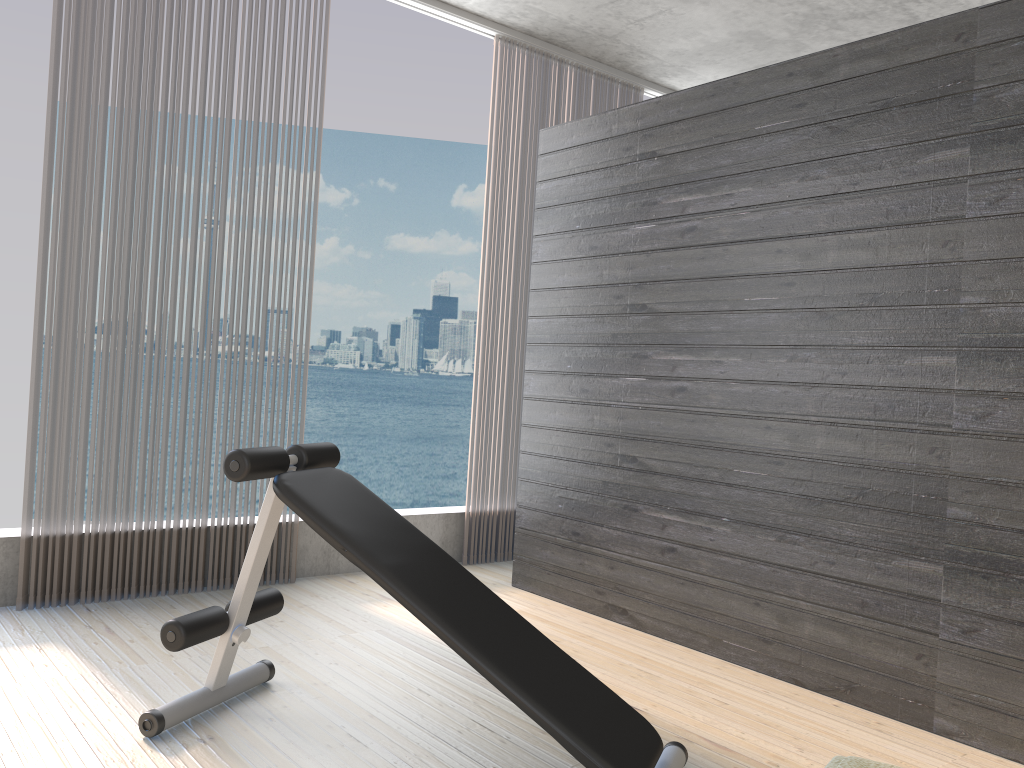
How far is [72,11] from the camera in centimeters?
331cm

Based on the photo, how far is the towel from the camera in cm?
194

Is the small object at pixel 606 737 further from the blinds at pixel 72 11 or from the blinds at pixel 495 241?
the blinds at pixel 495 241

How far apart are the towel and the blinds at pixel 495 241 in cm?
274

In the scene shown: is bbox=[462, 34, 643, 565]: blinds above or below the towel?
above

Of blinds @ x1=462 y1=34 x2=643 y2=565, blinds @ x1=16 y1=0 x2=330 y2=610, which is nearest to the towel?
blinds @ x1=16 y1=0 x2=330 y2=610

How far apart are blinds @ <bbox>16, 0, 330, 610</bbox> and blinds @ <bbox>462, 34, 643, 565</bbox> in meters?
1.2

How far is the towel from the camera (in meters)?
1.94

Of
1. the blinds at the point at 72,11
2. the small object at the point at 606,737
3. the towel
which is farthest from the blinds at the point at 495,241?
the towel

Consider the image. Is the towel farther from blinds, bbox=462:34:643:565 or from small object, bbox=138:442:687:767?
blinds, bbox=462:34:643:565
